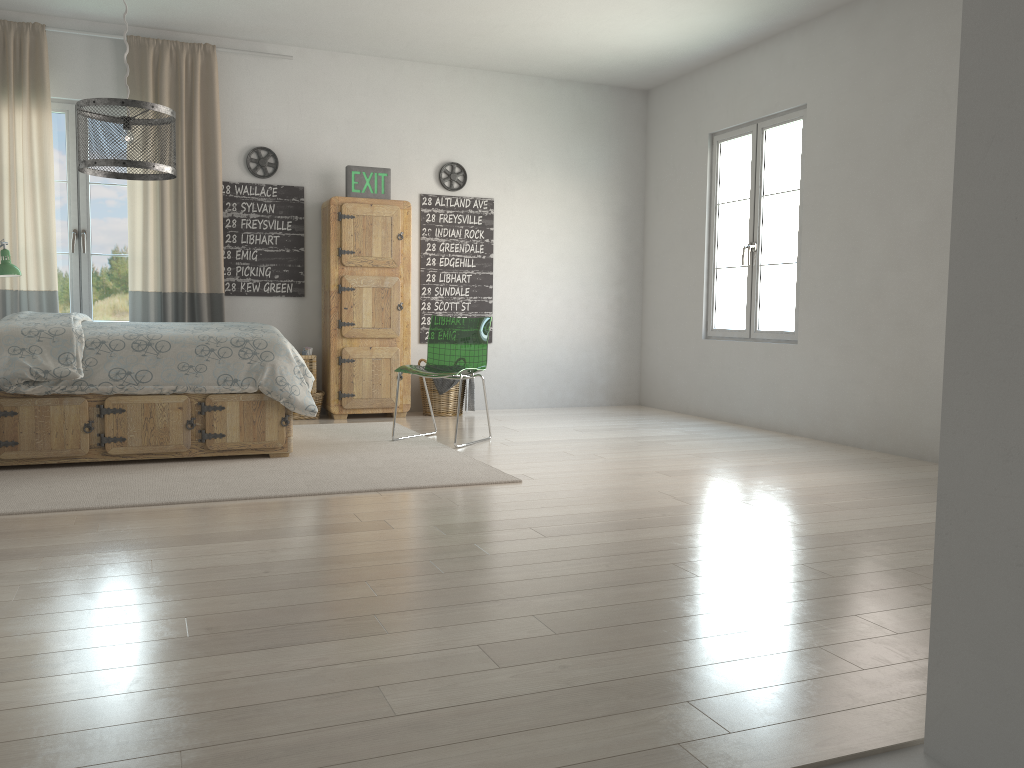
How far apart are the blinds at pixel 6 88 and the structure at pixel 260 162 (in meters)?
1.25

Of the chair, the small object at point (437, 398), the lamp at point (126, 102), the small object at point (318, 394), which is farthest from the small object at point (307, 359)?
the lamp at point (126, 102)

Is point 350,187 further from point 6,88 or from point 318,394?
point 6,88

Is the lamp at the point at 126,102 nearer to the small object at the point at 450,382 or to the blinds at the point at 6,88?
the blinds at the point at 6,88

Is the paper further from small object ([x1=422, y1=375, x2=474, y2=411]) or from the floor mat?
small object ([x1=422, y1=375, x2=474, y2=411])

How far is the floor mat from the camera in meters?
3.6

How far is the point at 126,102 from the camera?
3.48m

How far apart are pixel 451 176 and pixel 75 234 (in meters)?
2.68

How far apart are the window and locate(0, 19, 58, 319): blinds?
0.2 meters

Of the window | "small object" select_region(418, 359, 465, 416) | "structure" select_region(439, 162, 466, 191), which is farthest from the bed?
"structure" select_region(439, 162, 466, 191)
